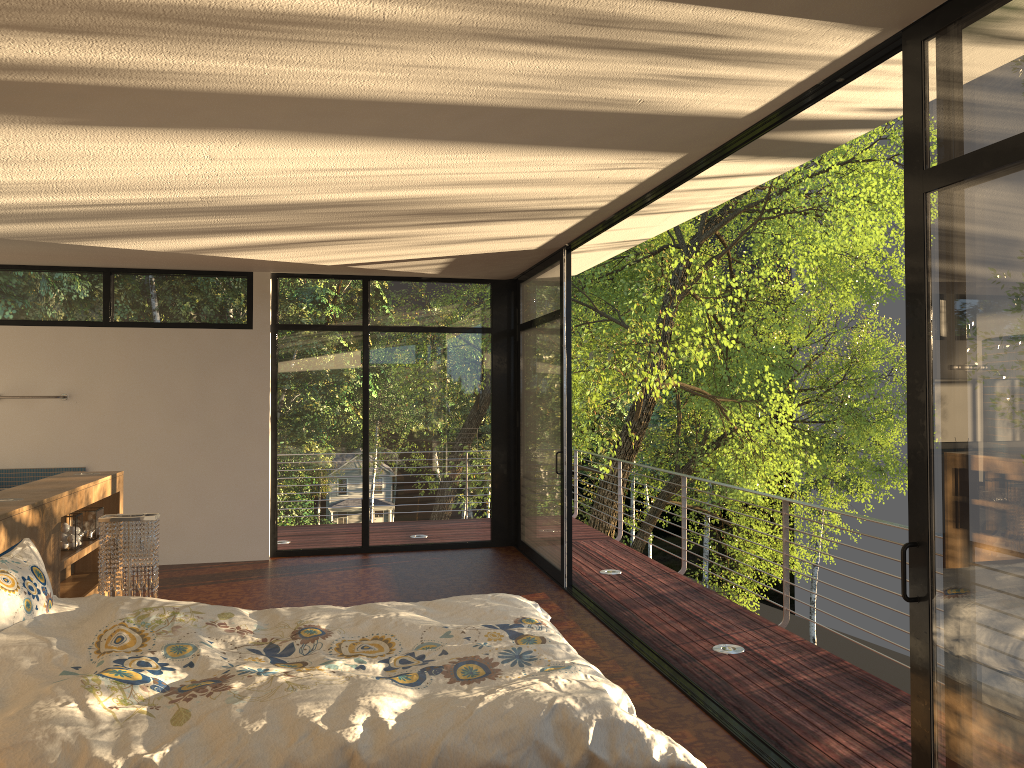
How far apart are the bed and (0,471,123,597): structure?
0.4 meters

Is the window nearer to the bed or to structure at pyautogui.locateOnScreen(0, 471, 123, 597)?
the bed

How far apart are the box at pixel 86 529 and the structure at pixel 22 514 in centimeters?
8cm

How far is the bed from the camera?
2.16m

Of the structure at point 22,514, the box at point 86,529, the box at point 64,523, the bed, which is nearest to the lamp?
the structure at point 22,514

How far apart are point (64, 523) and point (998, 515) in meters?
4.2 m

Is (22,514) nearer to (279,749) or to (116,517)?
(116,517)

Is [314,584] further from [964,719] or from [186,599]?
[964,719]

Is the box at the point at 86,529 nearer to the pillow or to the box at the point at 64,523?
the box at the point at 64,523

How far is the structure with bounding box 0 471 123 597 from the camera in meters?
3.6
